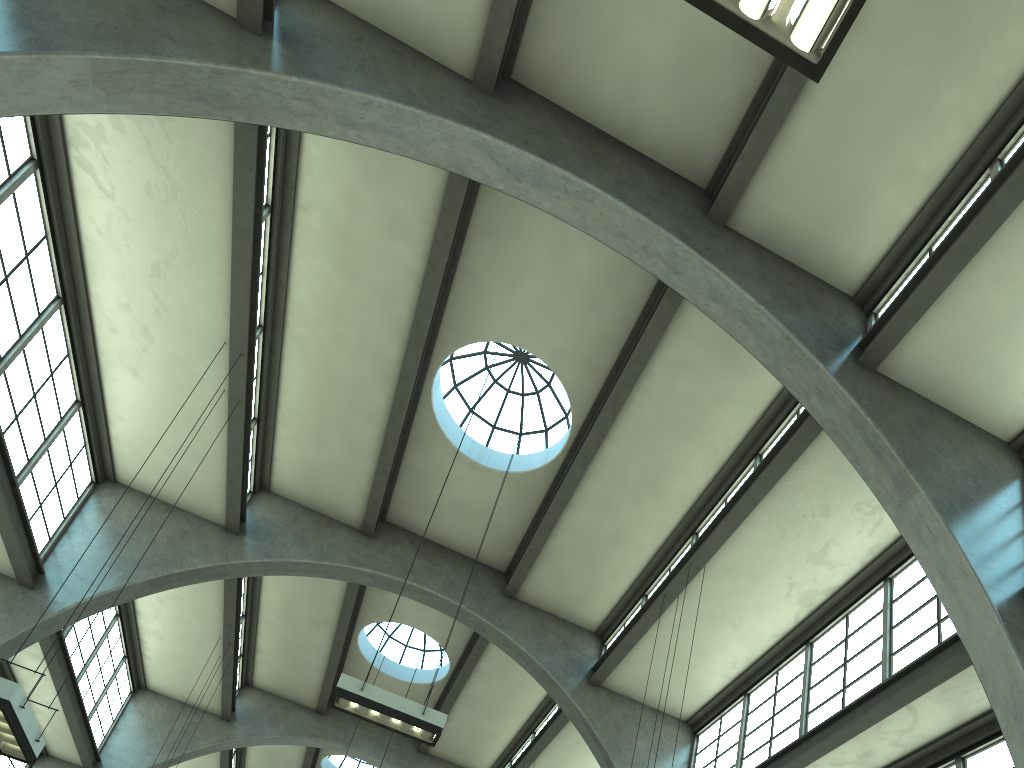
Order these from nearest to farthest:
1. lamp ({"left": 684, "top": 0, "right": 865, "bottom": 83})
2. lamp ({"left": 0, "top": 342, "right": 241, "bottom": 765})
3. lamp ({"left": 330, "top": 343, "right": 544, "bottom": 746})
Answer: lamp ({"left": 684, "top": 0, "right": 865, "bottom": 83})
lamp ({"left": 0, "top": 342, "right": 241, "bottom": 765})
lamp ({"left": 330, "top": 343, "right": 544, "bottom": 746})

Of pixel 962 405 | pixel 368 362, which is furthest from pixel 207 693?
pixel 962 405

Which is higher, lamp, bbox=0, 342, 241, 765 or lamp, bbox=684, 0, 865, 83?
lamp, bbox=684, 0, 865, 83

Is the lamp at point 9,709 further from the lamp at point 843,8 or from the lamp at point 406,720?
the lamp at point 843,8

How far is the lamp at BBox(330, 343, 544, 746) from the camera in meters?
9.8

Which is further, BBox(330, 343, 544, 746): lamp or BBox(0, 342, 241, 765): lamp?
BBox(330, 343, 544, 746): lamp

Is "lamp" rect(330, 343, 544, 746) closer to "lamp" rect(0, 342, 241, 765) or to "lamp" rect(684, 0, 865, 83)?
"lamp" rect(0, 342, 241, 765)

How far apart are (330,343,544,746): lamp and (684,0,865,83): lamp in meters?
8.0

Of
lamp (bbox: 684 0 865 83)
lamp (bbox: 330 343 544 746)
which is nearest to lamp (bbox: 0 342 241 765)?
lamp (bbox: 330 343 544 746)

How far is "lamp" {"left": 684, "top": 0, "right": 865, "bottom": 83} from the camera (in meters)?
4.78
